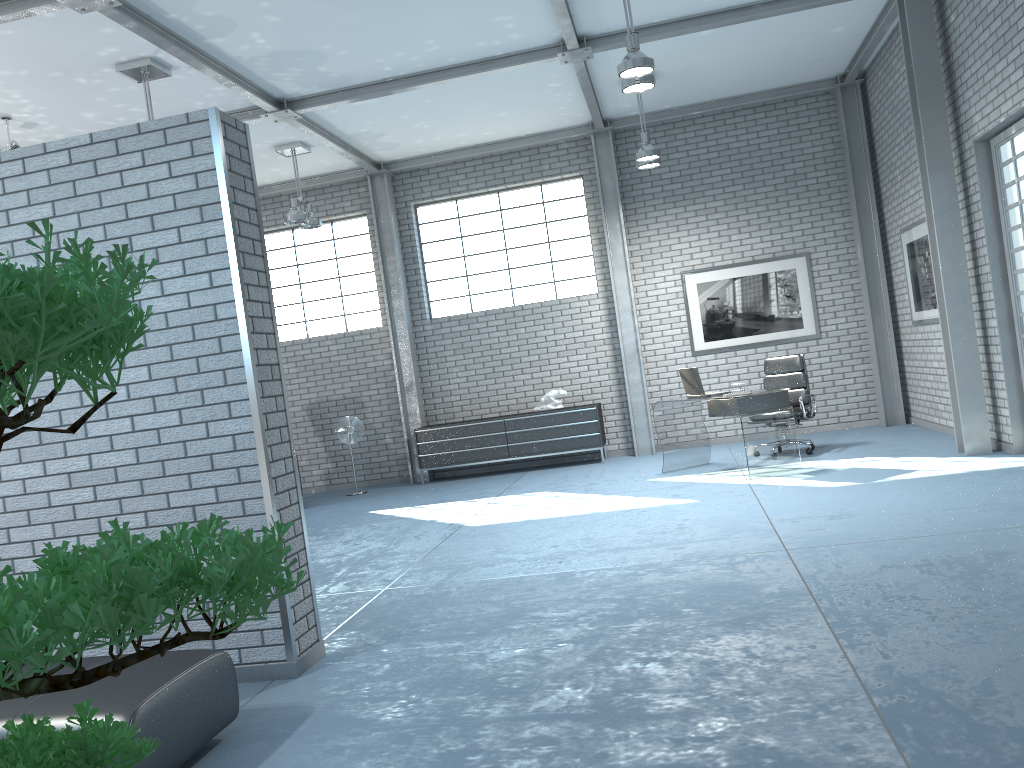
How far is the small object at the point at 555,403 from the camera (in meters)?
10.58

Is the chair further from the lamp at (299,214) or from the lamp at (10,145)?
the lamp at (10,145)

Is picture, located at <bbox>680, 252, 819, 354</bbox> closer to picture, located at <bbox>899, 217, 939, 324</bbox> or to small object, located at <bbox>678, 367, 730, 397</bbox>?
picture, located at <bbox>899, 217, 939, 324</bbox>

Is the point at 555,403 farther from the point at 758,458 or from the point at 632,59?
the point at 632,59

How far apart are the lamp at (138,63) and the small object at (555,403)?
5.42m

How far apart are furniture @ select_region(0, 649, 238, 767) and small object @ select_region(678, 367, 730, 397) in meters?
5.7

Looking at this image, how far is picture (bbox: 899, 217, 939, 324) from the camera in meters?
8.6

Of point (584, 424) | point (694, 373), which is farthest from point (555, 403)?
point (694, 373)

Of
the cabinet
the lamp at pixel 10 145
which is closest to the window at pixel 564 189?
the cabinet

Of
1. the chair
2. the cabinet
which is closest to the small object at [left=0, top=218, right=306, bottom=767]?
the chair
